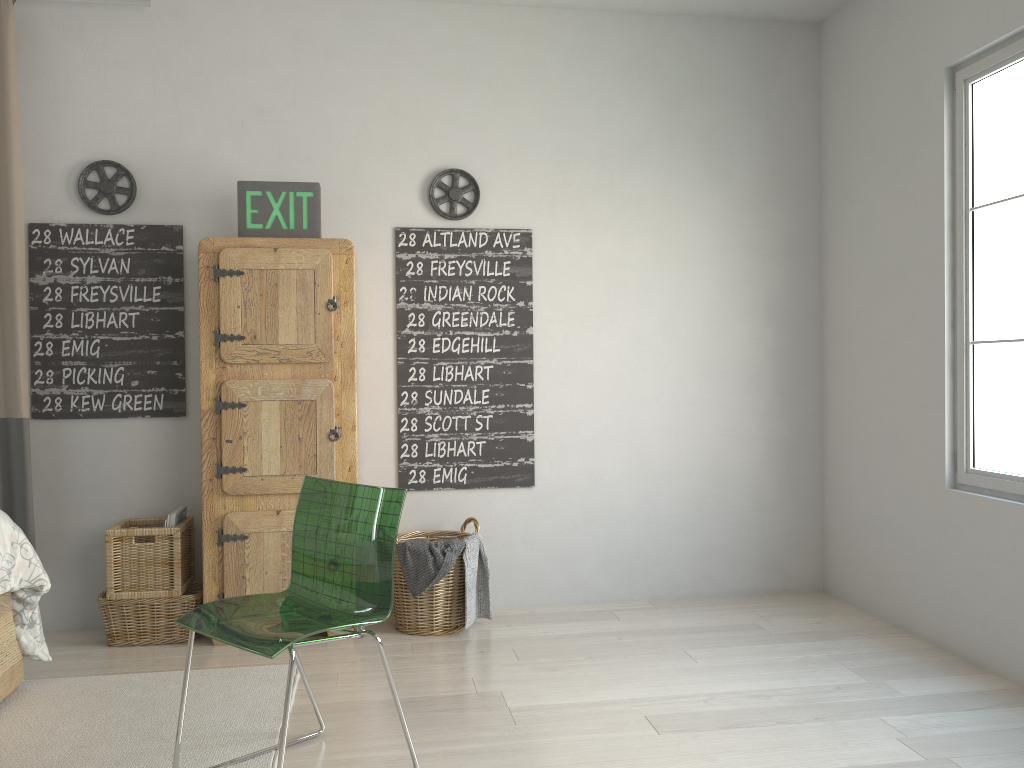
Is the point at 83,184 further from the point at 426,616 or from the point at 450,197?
the point at 426,616

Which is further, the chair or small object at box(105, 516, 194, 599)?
small object at box(105, 516, 194, 599)

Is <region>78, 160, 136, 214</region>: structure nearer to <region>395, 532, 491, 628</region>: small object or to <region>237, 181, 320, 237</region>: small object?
<region>237, 181, 320, 237</region>: small object

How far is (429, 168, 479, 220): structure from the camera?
3.8m

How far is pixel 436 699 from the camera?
2.8 meters

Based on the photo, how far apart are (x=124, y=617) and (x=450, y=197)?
2.1m

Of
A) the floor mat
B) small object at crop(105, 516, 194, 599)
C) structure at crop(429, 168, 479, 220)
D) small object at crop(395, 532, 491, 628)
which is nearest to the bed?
the floor mat

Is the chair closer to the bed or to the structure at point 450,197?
the bed

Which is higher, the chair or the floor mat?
the chair

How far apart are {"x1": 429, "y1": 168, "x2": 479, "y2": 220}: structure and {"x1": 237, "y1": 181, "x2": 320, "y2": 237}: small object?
0.54m
